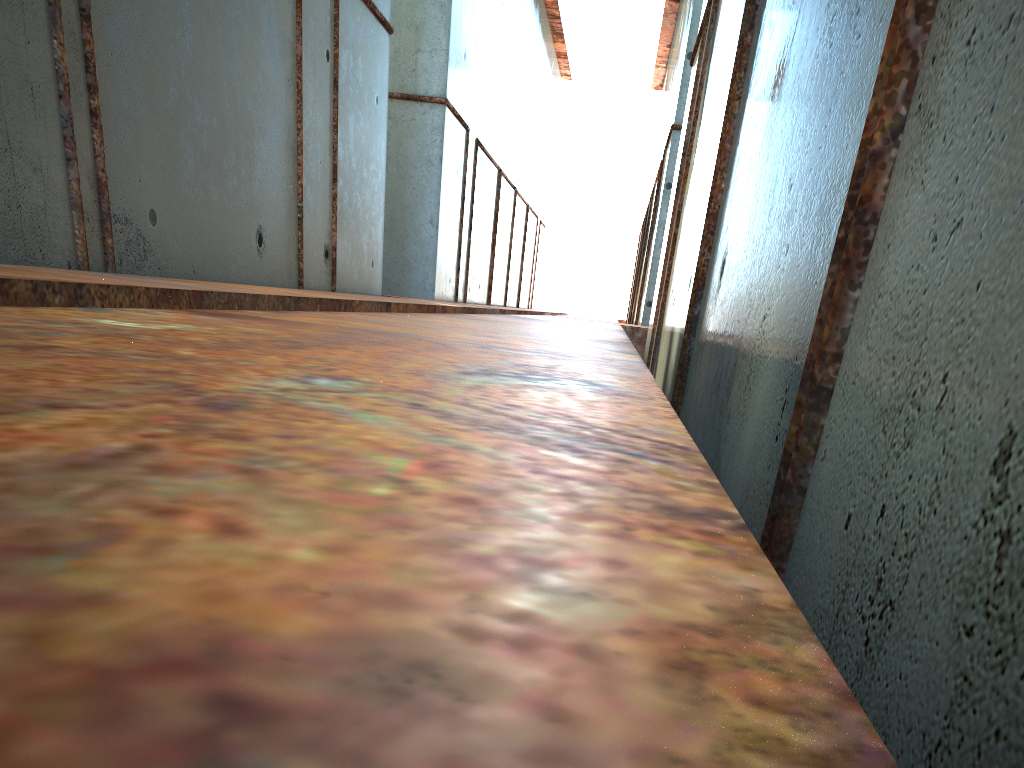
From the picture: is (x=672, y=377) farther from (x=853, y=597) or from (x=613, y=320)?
(x=613, y=320)
